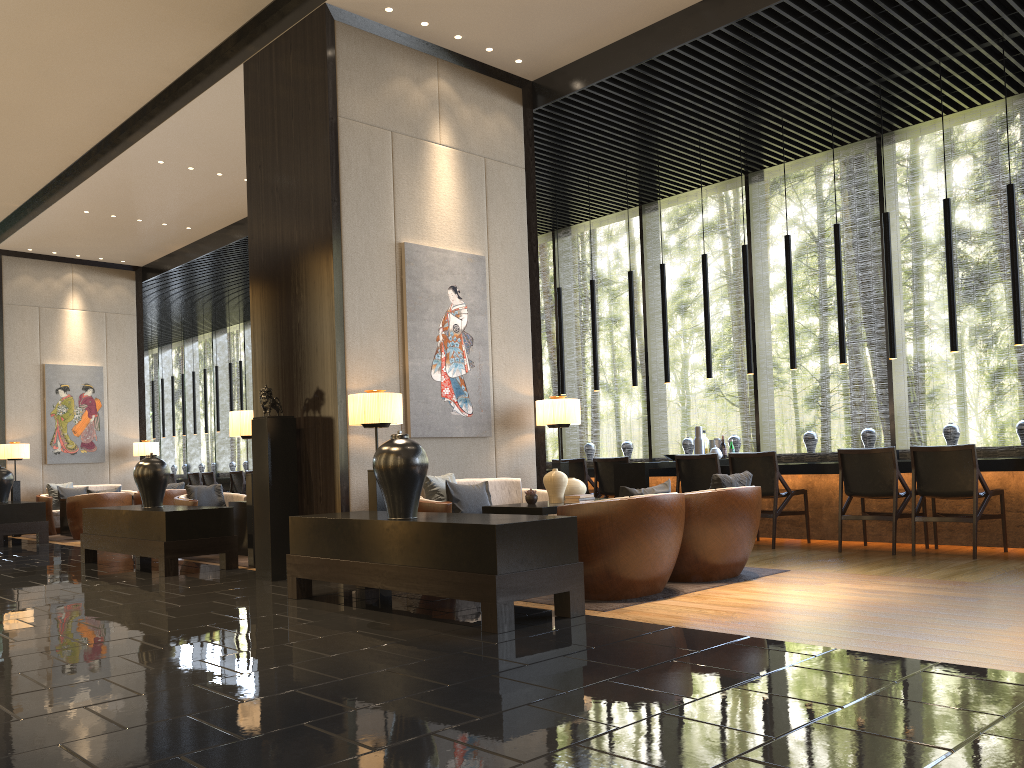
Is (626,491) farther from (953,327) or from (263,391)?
(953,327)

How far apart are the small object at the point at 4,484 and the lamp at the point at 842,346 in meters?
10.3

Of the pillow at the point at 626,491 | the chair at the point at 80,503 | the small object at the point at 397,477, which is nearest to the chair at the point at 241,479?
the chair at the point at 80,503

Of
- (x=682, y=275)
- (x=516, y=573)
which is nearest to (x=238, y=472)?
(x=516, y=573)

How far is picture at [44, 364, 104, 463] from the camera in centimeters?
1329cm

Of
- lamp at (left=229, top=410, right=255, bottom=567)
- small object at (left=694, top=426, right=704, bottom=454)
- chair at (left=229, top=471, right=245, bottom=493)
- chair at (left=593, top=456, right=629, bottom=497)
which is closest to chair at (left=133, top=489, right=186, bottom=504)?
chair at (left=229, top=471, right=245, bottom=493)

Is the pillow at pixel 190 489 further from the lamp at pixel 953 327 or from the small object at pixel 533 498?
the lamp at pixel 953 327

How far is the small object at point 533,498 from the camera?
6.0m

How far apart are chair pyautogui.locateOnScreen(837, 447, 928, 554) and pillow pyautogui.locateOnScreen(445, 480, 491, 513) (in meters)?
2.83

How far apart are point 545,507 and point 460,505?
1.0m
